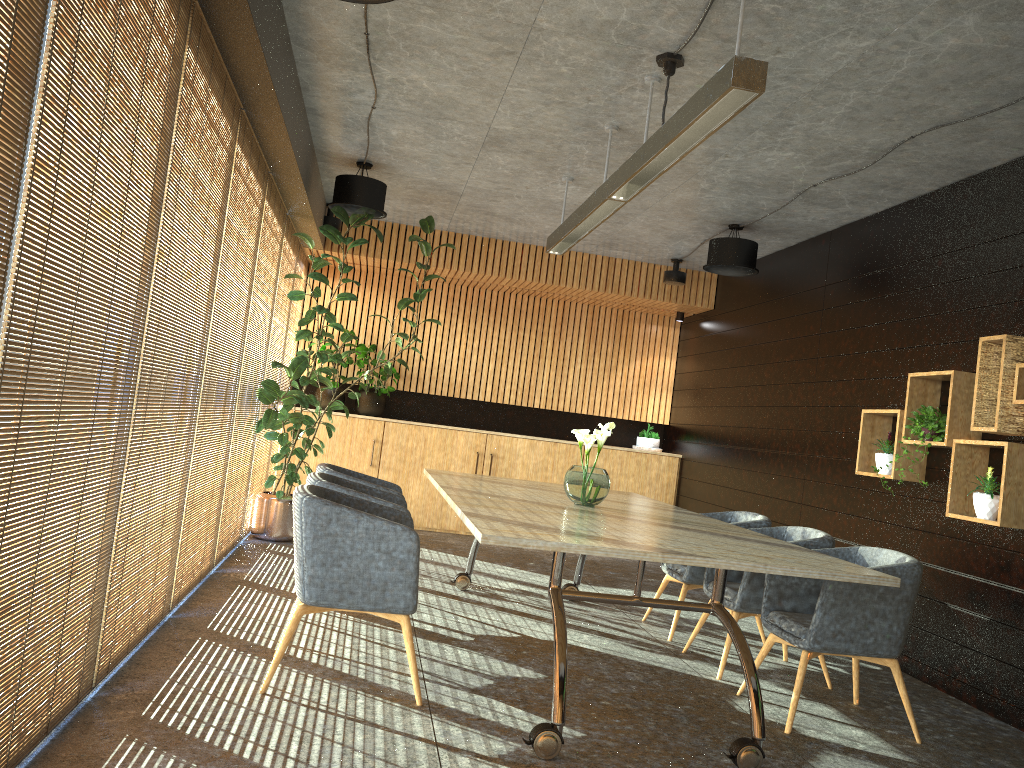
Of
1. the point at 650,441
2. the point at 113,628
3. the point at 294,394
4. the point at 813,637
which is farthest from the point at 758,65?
the point at 650,441

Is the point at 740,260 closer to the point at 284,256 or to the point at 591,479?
the point at 591,479

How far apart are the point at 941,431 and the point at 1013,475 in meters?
0.7 m

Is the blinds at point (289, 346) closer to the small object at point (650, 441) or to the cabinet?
the cabinet

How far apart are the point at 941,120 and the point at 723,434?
5.07m

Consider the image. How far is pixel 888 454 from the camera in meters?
6.4

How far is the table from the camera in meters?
3.7 m

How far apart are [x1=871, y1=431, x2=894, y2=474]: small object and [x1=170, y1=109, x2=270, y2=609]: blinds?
4.7 meters

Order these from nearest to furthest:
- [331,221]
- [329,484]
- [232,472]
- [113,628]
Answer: Answer: [113,628] < [329,484] < [232,472] < [331,221]

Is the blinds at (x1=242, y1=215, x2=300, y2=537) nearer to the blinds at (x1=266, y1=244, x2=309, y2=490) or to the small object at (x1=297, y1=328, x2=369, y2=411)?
the blinds at (x1=266, y1=244, x2=309, y2=490)
